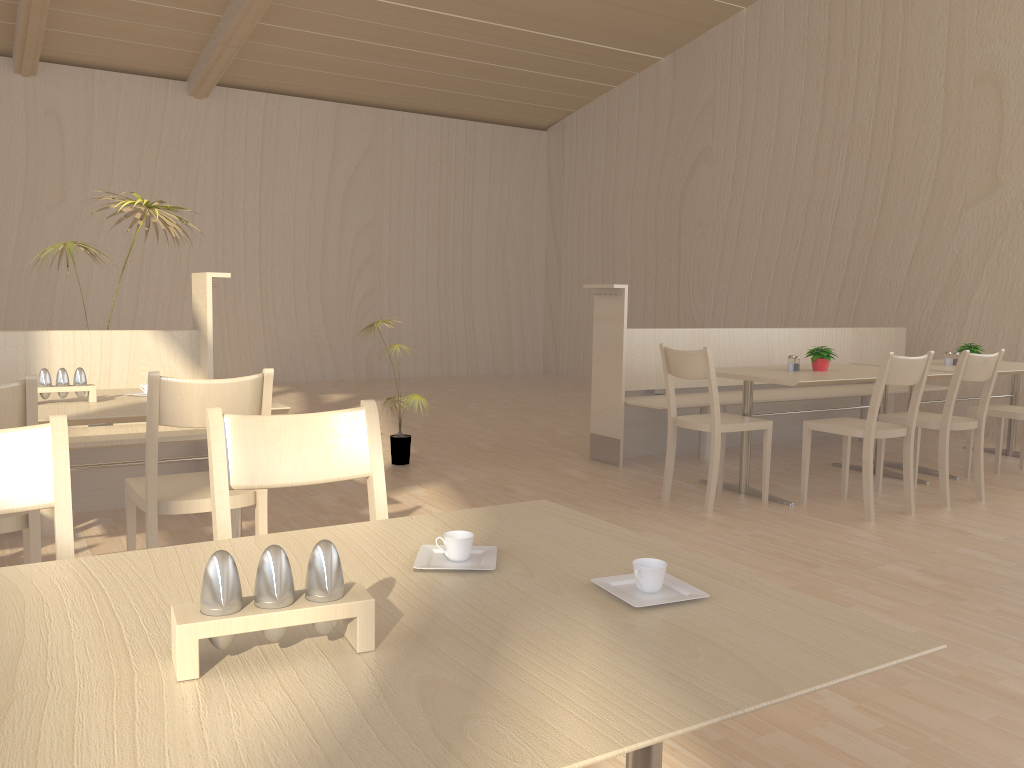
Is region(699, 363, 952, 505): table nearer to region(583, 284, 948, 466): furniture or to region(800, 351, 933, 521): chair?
region(800, 351, 933, 521): chair

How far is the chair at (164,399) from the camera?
2.39m

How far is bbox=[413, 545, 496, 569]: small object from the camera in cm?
123

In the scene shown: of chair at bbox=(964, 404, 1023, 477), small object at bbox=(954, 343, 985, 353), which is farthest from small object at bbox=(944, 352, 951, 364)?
chair at bbox=(964, 404, 1023, 477)

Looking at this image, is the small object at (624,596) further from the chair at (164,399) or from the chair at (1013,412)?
the chair at (1013,412)

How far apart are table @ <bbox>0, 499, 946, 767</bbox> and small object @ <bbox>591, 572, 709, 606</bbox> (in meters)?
0.01

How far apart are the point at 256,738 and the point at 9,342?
3.58m

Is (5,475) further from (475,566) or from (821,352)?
(821,352)

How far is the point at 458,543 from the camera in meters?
1.2 m

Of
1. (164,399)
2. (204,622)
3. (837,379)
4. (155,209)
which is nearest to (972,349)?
(837,379)
